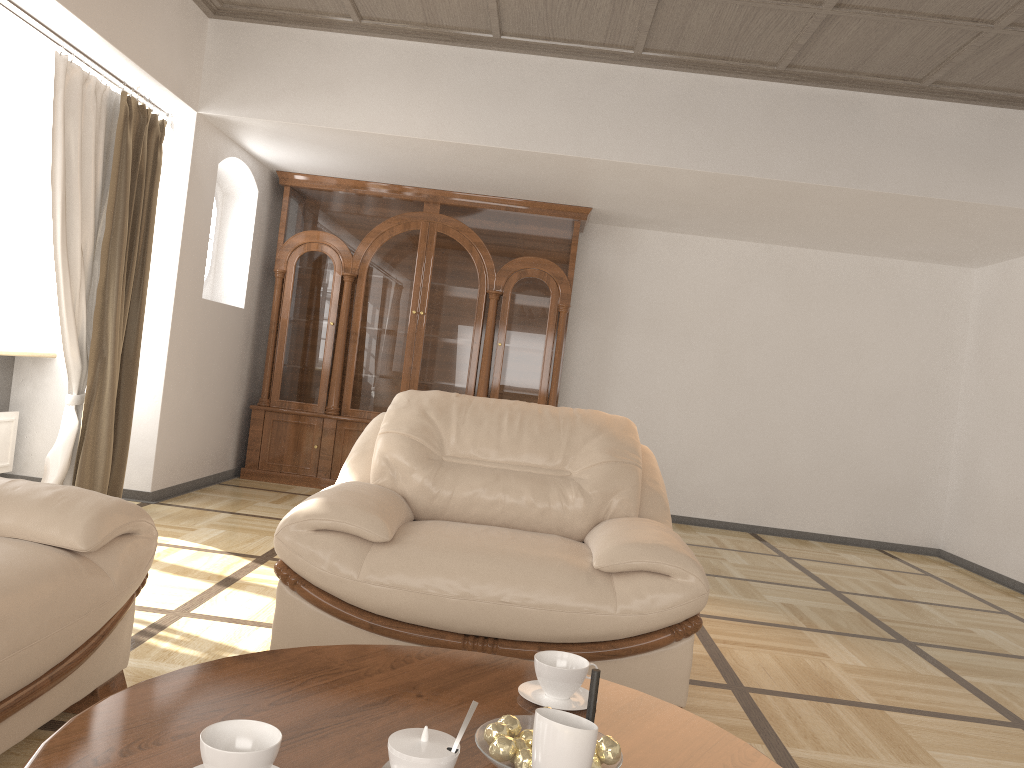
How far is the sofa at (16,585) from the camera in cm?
180

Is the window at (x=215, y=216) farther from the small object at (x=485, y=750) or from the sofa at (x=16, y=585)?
the small object at (x=485, y=750)

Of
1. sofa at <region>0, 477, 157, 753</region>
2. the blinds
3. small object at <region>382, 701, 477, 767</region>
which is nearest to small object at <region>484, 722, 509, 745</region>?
small object at <region>382, 701, 477, 767</region>

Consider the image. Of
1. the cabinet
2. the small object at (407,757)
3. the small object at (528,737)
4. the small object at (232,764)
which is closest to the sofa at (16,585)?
the small object at (232,764)

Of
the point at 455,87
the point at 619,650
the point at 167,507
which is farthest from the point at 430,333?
the point at 619,650

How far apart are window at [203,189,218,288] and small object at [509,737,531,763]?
5.5m

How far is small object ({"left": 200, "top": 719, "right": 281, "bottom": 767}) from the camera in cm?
112

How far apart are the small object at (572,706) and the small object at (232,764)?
0.6m

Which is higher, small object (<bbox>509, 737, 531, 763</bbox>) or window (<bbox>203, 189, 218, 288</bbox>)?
window (<bbox>203, 189, 218, 288</bbox>)

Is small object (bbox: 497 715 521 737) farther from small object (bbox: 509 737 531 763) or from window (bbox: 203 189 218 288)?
window (bbox: 203 189 218 288)
